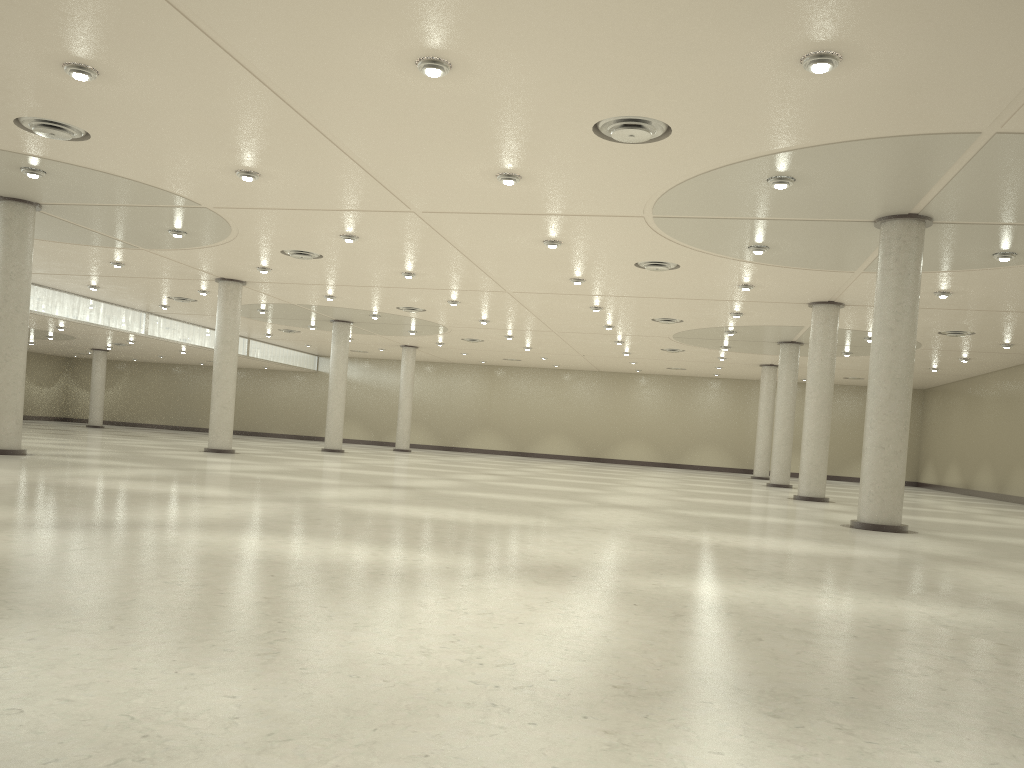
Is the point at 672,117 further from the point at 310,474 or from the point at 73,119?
the point at 310,474

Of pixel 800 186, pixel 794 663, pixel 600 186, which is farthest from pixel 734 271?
pixel 794 663
